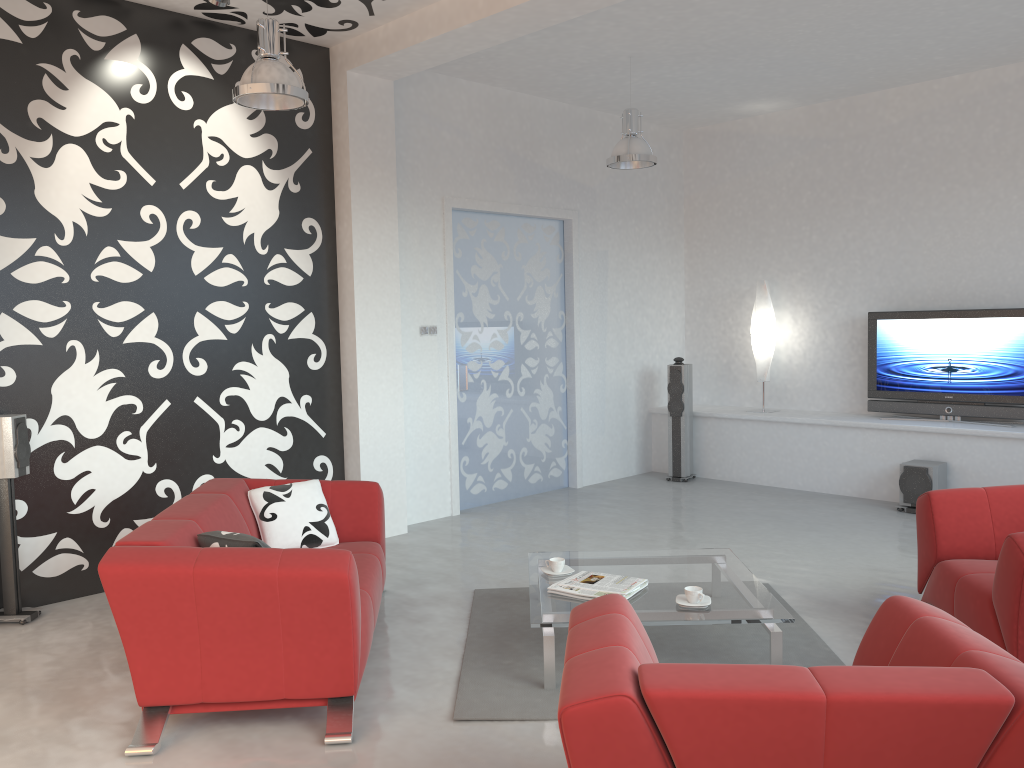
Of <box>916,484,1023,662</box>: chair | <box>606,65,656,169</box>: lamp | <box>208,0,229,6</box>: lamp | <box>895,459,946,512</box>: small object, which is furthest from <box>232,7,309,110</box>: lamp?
<box>895,459,946,512</box>: small object

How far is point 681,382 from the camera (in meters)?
8.36

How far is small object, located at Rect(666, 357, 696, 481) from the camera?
8.4m

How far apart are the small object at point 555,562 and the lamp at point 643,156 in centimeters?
329cm

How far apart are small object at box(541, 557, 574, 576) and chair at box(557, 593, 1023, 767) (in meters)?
1.60

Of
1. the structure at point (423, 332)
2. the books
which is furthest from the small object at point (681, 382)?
the books

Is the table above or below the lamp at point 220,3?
below

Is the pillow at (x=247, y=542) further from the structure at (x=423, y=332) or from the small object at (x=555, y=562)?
the structure at (x=423, y=332)

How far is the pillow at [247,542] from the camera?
3.50m

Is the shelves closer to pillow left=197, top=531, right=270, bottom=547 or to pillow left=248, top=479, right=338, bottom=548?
pillow left=248, top=479, right=338, bottom=548
